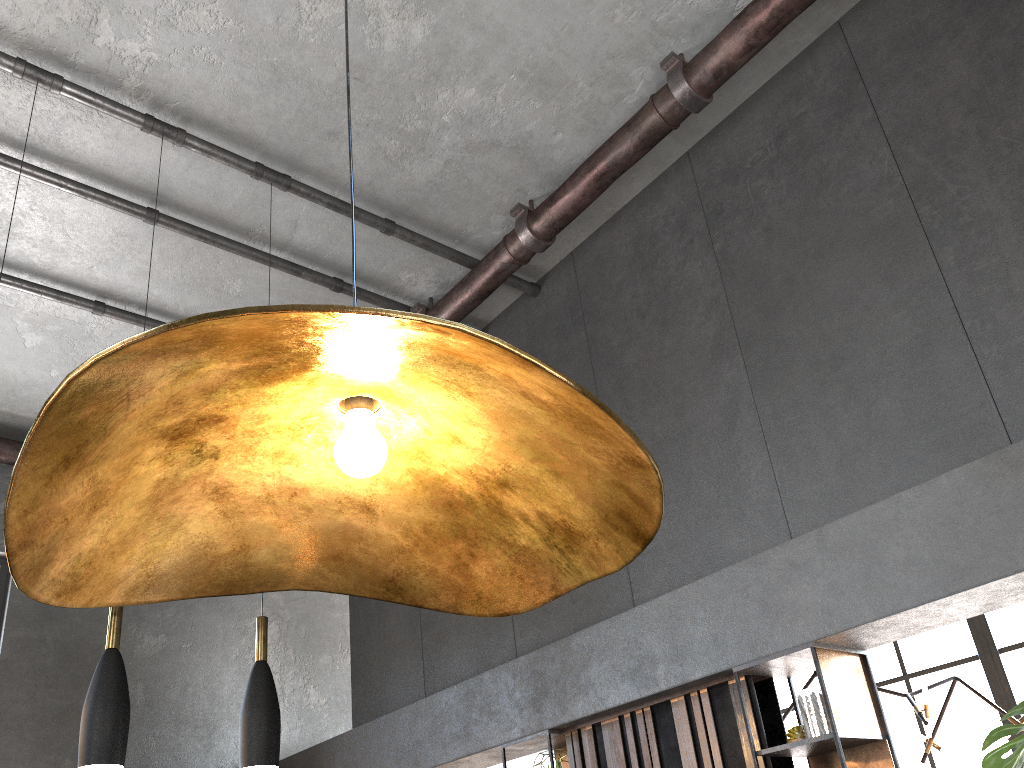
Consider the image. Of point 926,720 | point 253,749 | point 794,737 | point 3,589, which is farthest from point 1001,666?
point 3,589

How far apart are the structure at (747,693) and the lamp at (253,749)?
1.8 meters

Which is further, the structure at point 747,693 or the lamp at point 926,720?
the lamp at point 926,720

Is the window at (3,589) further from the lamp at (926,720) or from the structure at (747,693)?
the lamp at (926,720)

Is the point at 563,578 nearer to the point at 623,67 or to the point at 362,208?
the point at 623,67

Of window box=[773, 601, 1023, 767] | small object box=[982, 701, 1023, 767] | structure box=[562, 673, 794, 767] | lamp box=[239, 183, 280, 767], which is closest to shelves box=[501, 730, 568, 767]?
structure box=[562, 673, 794, 767]

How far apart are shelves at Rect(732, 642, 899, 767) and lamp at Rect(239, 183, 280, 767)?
1.9m

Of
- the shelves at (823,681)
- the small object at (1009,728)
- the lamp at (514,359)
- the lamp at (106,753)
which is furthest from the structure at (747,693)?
the lamp at (514,359)

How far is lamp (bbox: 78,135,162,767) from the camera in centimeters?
298cm

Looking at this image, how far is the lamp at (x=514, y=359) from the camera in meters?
0.7
